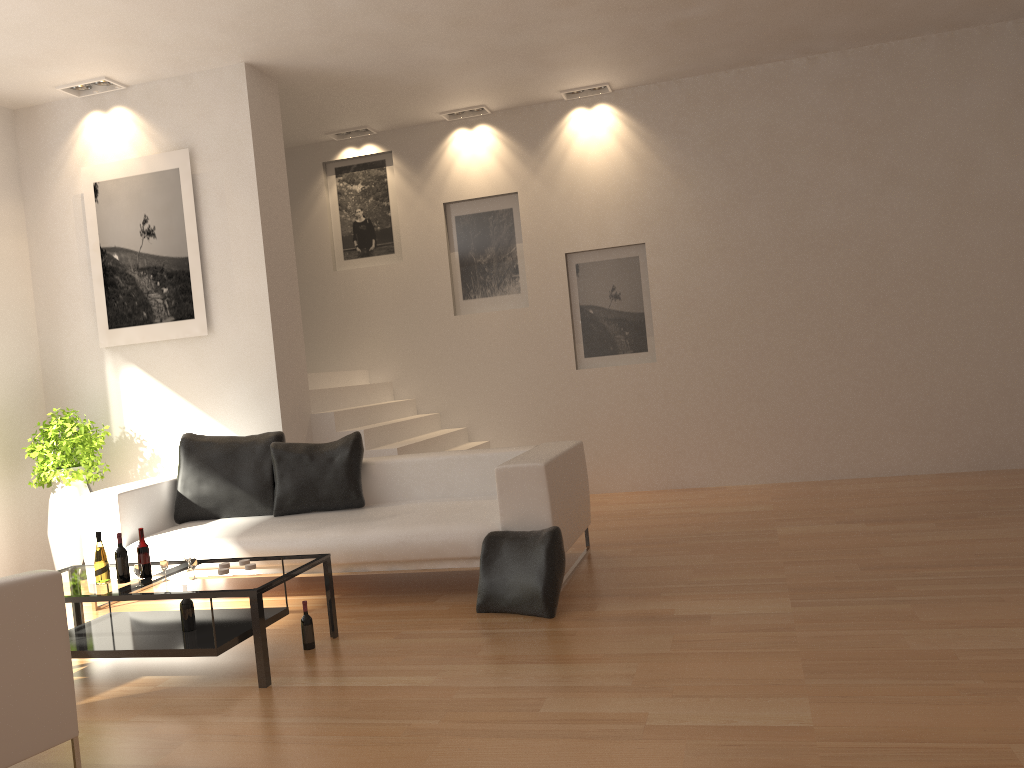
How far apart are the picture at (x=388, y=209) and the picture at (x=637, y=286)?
1.7 meters

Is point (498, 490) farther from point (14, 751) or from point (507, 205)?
point (507, 205)

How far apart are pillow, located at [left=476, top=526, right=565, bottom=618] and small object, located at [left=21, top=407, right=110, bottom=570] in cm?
349

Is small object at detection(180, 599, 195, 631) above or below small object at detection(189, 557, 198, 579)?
below

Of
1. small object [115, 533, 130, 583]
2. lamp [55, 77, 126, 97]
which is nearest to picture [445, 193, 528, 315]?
lamp [55, 77, 126, 97]

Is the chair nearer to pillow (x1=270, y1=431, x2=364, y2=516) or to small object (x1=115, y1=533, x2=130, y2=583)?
small object (x1=115, y1=533, x2=130, y2=583)

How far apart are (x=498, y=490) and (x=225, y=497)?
2.1m

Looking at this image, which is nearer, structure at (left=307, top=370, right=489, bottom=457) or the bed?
the bed

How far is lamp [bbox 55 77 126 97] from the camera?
6.8m

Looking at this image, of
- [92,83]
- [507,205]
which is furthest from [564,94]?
[92,83]
